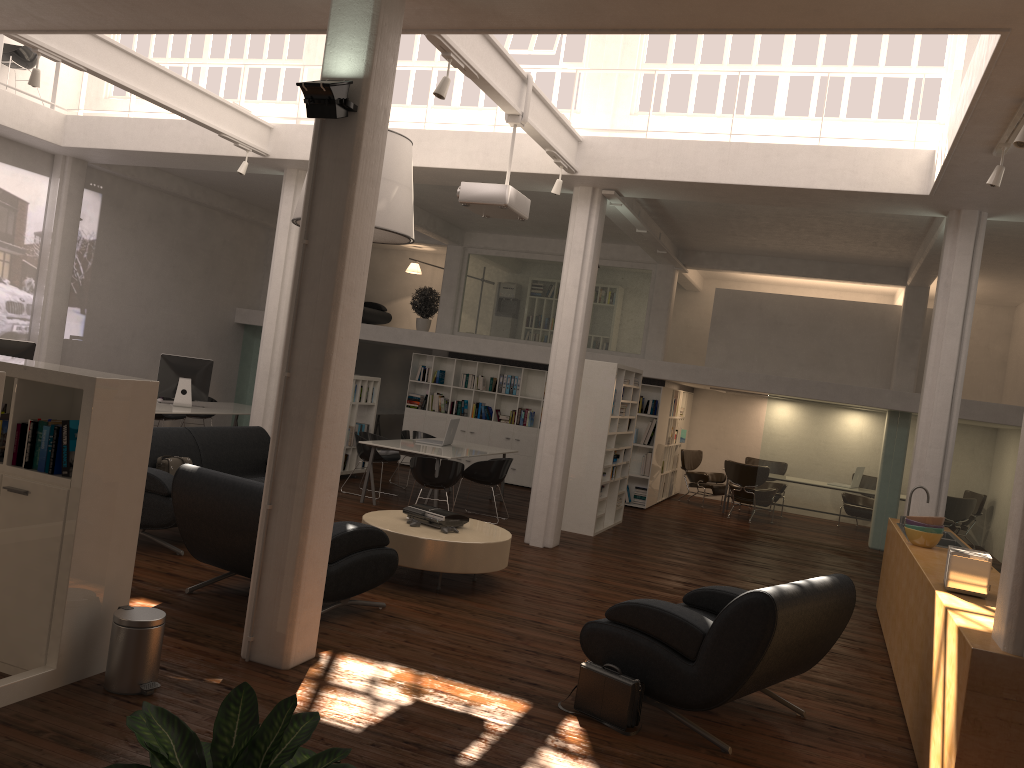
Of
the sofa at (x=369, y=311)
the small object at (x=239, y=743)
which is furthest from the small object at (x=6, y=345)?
the sofa at (x=369, y=311)

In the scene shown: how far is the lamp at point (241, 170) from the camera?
12.7 meters

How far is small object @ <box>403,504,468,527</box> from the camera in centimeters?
935cm

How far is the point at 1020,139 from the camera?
6.9 meters

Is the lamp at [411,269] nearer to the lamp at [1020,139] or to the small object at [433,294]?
the small object at [433,294]

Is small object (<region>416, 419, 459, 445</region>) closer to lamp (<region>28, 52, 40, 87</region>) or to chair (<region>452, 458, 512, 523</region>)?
chair (<region>452, 458, 512, 523</region>)

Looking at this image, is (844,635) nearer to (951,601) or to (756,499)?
(951,601)

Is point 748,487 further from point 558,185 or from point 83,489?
point 83,489

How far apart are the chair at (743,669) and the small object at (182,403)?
10.9 meters

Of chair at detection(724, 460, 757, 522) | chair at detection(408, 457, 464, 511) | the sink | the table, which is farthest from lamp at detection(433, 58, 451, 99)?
chair at detection(724, 460, 757, 522)
